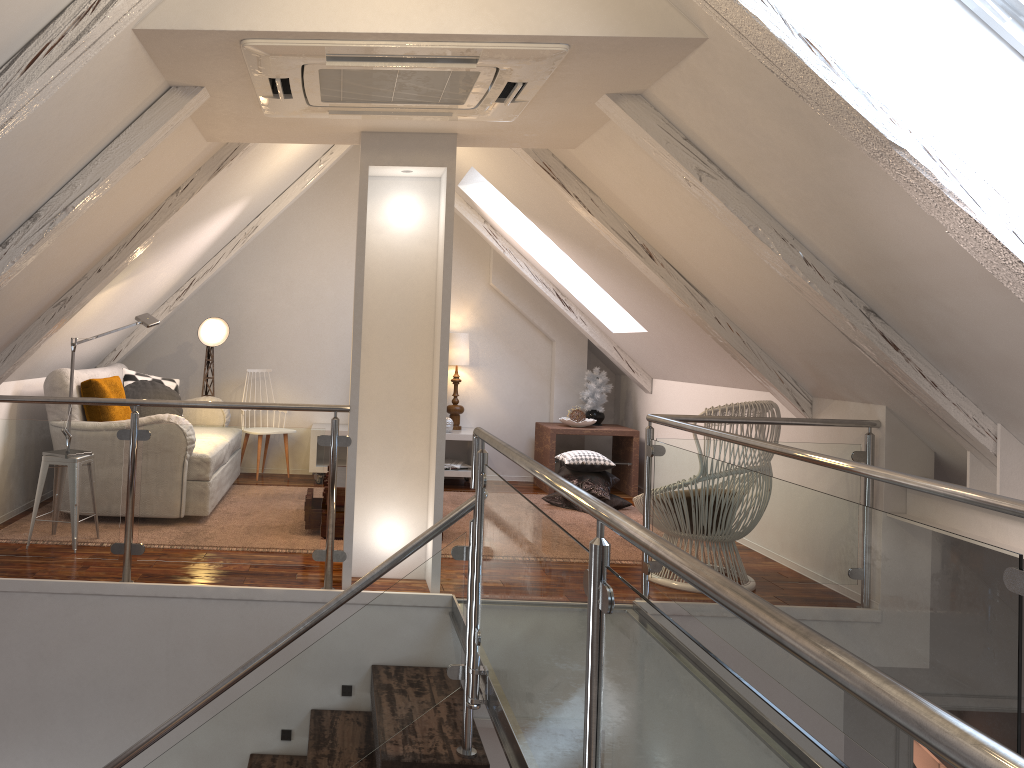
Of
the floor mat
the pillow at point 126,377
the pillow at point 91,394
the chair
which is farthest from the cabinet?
the chair

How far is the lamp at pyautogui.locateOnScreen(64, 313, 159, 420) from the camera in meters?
4.2 m

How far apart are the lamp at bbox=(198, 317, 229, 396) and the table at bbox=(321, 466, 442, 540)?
1.62m

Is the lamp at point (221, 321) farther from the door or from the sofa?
the door

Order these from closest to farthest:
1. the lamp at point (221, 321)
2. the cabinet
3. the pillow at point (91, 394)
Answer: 1. the pillow at point (91, 394)
2. the lamp at point (221, 321)
3. the cabinet

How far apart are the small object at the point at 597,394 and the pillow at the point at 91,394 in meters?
3.1

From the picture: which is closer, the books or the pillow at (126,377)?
the pillow at (126,377)

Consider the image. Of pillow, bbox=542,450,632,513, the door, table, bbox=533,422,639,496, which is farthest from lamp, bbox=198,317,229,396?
the door

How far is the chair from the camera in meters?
3.7

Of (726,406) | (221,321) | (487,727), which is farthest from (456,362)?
(487,727)
